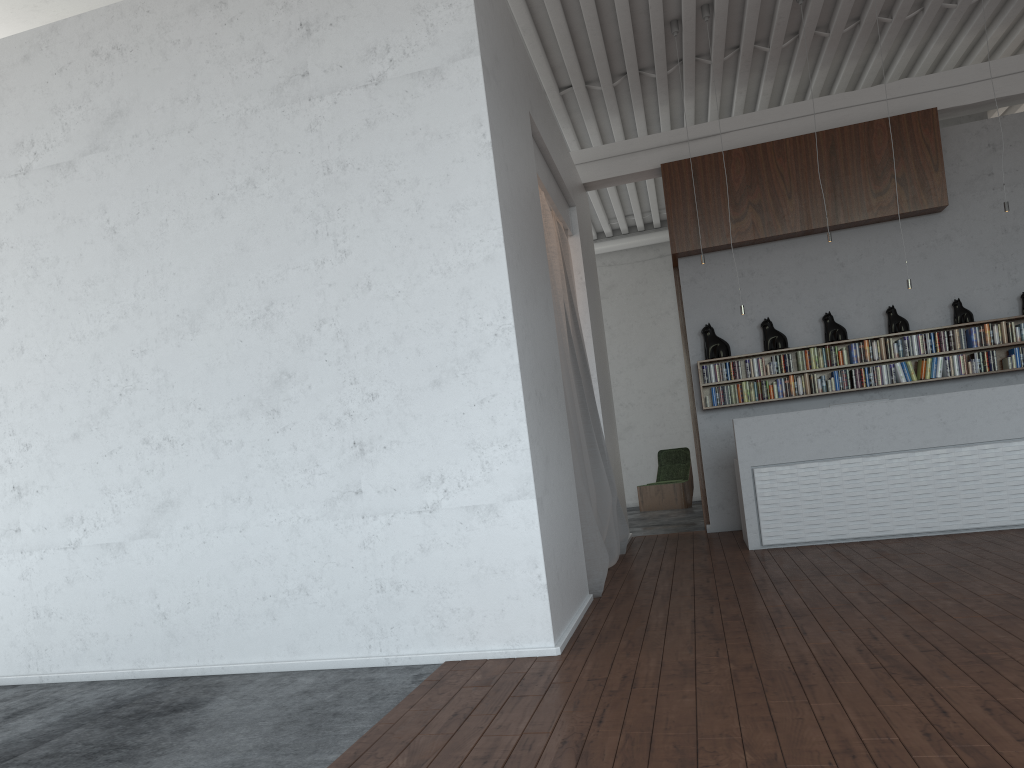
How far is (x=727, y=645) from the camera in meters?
4.2
